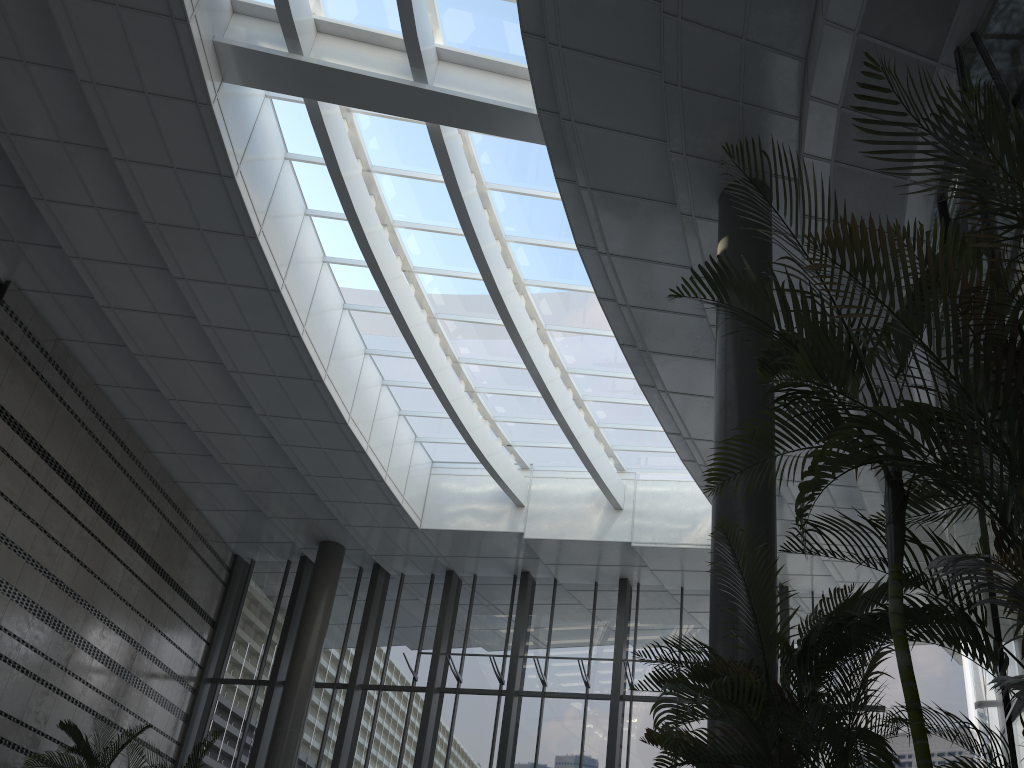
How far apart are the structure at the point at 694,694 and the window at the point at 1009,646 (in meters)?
1.05

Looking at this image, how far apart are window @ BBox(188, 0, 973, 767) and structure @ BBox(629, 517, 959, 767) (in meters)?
7.14

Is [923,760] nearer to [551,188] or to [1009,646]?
[1009,646]

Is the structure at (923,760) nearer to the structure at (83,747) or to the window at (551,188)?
the window at (551,188)

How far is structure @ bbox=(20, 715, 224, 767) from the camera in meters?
9.6 m

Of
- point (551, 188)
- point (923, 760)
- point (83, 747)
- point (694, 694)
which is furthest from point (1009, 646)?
point (83, 747)

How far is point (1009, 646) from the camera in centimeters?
486cm

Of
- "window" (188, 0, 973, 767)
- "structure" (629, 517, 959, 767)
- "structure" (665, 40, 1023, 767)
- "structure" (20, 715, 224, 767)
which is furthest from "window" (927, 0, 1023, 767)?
"structure" (20, 715, 224, 767)

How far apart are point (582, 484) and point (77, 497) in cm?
755

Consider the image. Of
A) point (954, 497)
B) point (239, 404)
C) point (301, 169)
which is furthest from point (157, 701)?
point (954, 497)
